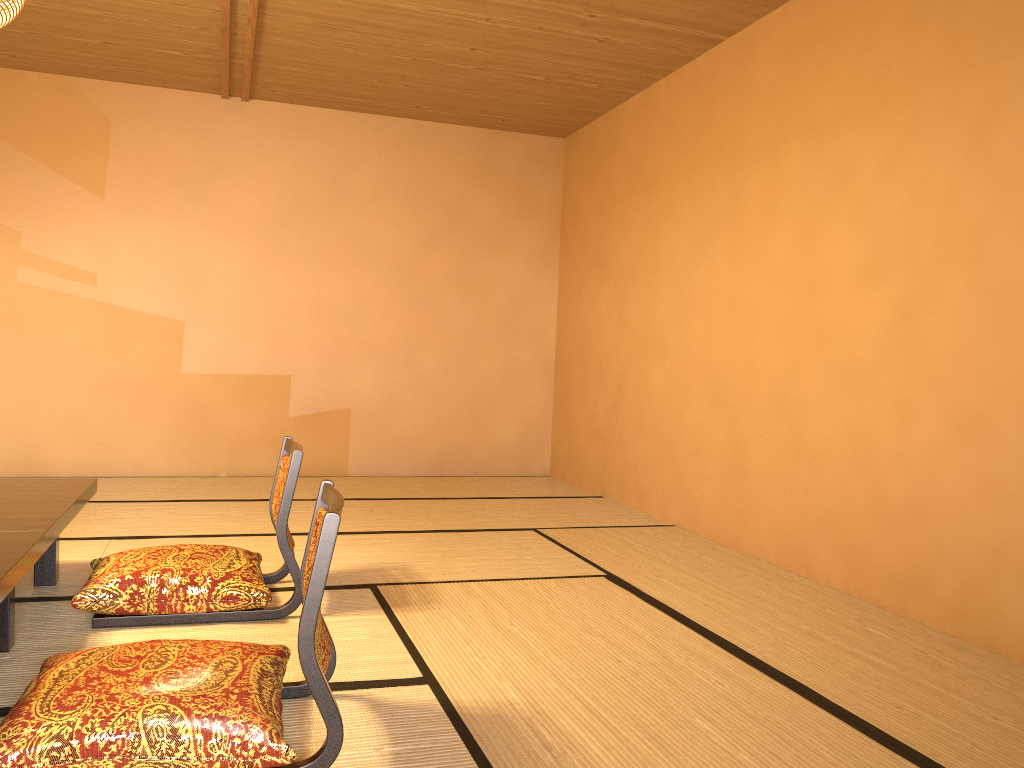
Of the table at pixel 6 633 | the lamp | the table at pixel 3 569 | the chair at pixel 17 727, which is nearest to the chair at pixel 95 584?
the table at pixel 6 633

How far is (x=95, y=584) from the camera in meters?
2.7 m

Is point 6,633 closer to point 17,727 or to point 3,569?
point 3,569

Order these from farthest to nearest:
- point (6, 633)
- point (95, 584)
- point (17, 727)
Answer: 1. point (95, 584)
2. point (6, 633)
3. point (17, 727)

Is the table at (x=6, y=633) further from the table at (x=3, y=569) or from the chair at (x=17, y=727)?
the chair at (x=17, y=727)

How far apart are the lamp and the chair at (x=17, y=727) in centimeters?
158cm

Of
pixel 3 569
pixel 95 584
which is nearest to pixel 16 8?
pixel 3 569

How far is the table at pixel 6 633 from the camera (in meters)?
2.43

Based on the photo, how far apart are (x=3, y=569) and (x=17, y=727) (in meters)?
0.41

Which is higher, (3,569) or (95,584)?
(3,569)
